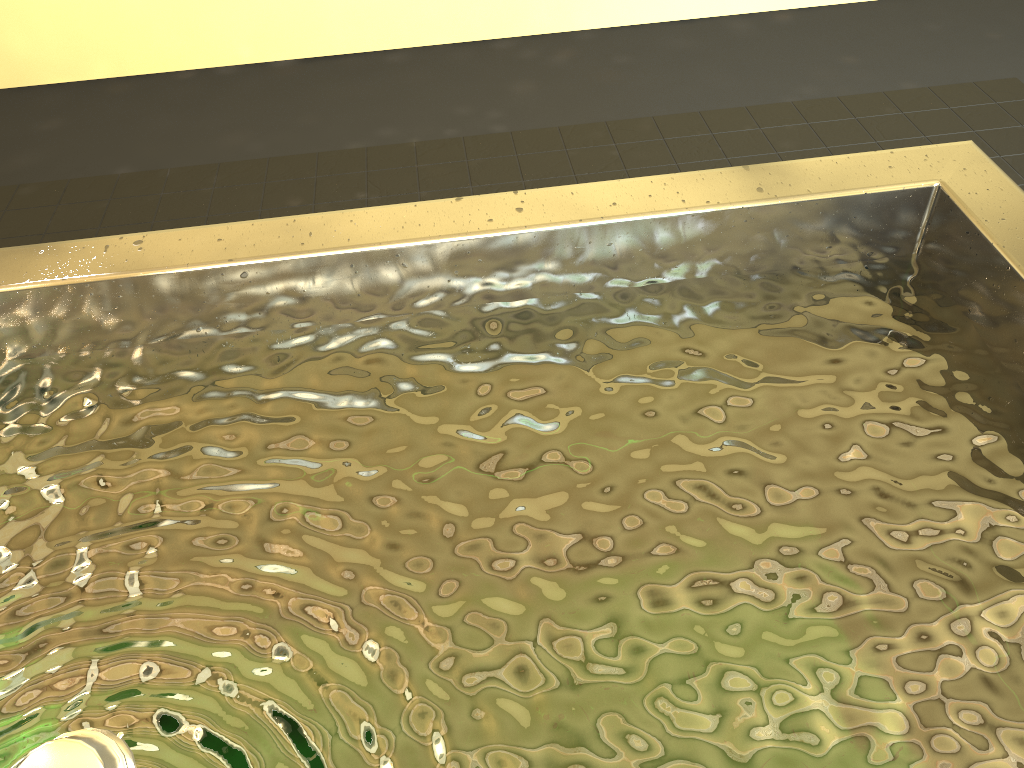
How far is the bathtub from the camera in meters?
0.8

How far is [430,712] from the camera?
0.79m

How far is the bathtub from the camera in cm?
79

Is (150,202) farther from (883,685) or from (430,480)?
(883,685)
